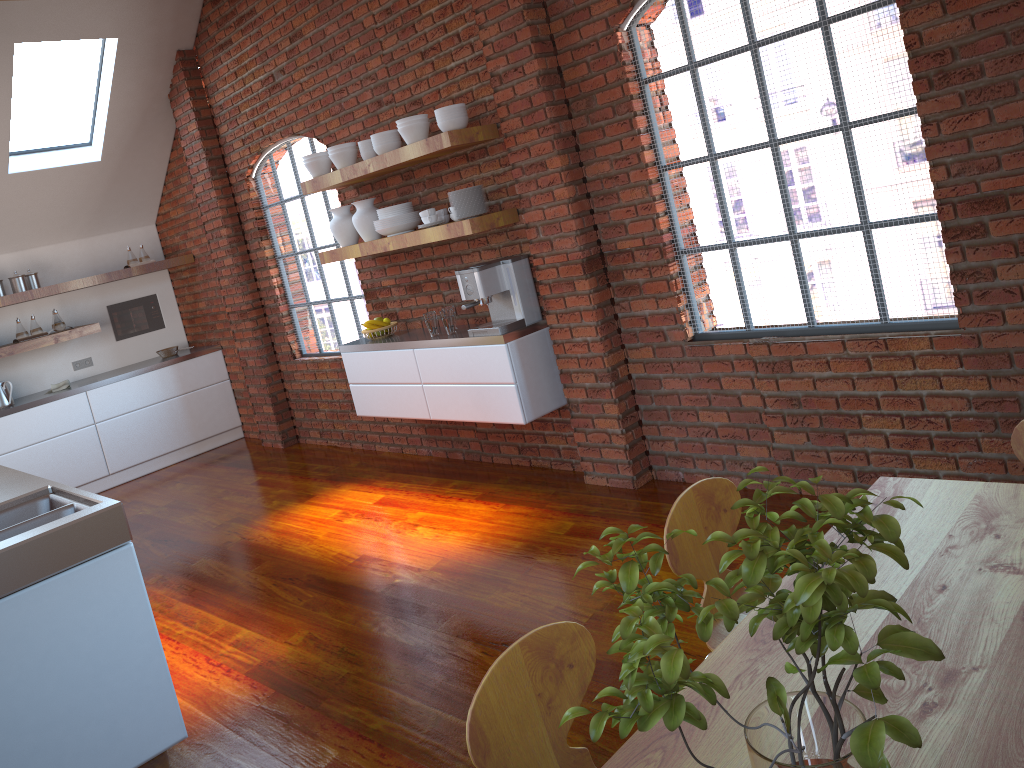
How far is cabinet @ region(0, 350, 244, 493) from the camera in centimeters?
690cm

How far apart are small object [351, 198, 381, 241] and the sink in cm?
250

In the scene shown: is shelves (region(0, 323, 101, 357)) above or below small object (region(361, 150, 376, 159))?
below

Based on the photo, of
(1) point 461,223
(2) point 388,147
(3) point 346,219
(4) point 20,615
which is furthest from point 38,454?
(4) point 20,615

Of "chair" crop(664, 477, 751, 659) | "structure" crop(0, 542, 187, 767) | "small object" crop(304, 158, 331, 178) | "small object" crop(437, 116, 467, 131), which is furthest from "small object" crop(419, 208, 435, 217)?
"chair" crop(664, 477, 751, 659)

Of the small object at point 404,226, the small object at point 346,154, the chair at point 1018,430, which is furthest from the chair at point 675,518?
the small object at point 346,154

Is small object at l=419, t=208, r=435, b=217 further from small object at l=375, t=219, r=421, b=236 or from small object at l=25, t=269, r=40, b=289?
small object at l=25, t=269, r=40, b=289

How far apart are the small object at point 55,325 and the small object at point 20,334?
0.23m

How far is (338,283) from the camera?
6.2m

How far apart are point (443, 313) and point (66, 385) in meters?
4.1 m
